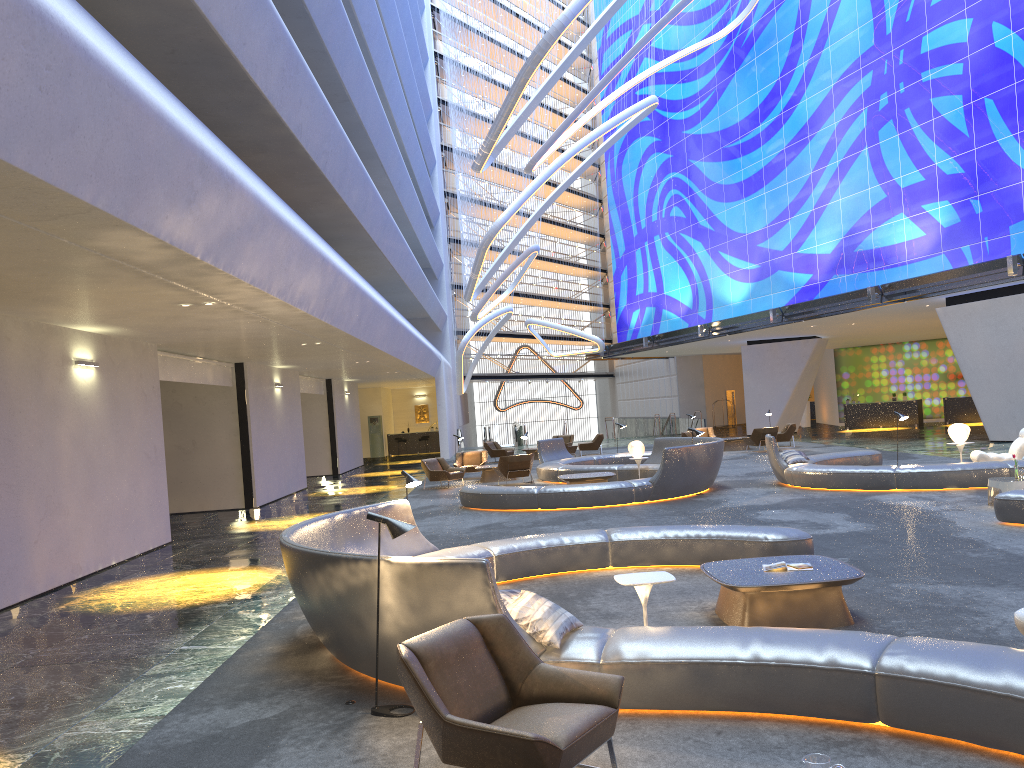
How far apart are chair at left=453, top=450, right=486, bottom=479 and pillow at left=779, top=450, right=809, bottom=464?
9.55m

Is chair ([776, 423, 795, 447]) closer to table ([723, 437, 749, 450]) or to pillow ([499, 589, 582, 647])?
table ([723, 437, 749, 450])

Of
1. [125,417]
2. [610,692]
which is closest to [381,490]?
[125,417]

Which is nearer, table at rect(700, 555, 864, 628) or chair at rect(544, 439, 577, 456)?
table at rect(700, 555, 864, 628)

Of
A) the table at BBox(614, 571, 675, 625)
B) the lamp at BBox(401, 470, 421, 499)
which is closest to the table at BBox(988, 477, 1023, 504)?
the table at BBox(614, 571, 675, 625)

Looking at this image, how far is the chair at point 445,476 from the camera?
22.16m

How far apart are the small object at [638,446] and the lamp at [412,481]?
10.5m

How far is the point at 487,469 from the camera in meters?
23.3 m

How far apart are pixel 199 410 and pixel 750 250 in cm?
2260

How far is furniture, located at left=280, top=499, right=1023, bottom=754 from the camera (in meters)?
4.51
